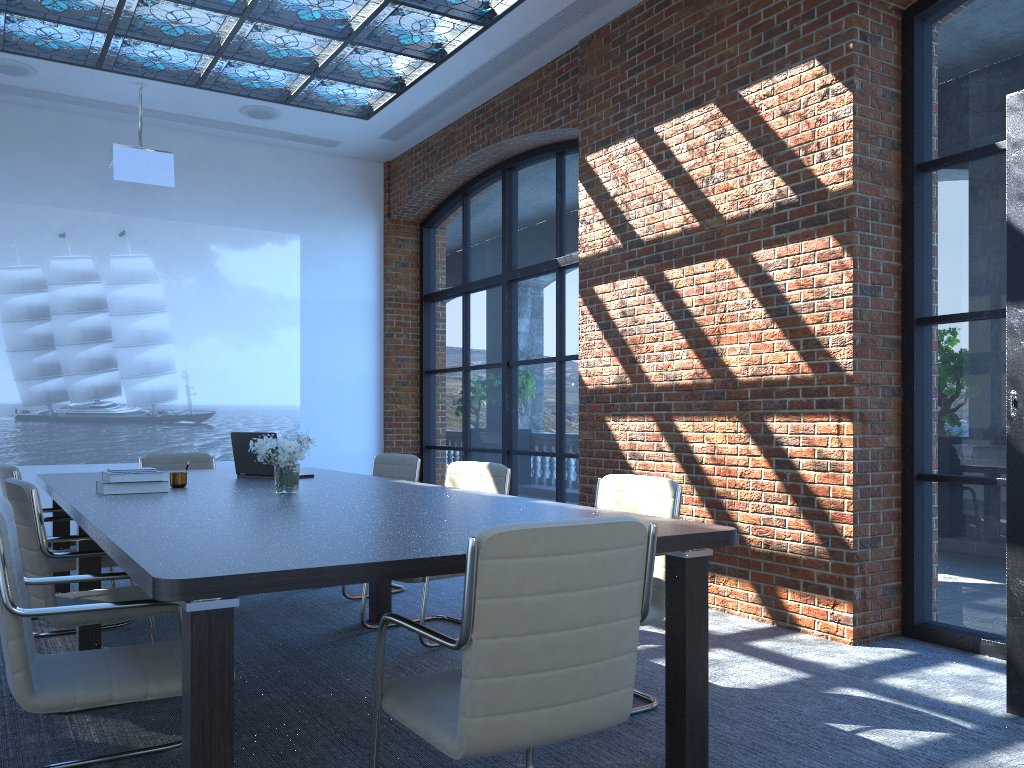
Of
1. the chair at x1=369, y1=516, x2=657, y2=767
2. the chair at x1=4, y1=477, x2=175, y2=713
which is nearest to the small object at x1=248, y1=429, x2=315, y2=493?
the chair at x1=4, y1=477, x2=175, y2=713

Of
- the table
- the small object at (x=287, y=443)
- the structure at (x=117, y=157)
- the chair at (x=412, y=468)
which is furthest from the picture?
the small object at (x=287, y=443)

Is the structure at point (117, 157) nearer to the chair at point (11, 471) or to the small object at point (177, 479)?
the chair at point (11, 471)

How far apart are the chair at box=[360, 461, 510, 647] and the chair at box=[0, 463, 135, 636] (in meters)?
1.85

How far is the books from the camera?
4.18m

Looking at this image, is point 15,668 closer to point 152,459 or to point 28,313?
point 152,459

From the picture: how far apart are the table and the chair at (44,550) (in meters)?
0.12

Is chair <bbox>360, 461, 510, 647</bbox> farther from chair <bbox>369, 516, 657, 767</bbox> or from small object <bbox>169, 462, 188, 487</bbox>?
chair <bbox>369, 516, 657, 767</bbox>

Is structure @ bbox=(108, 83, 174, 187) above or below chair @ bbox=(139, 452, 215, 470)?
above

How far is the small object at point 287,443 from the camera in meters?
4.1 m
